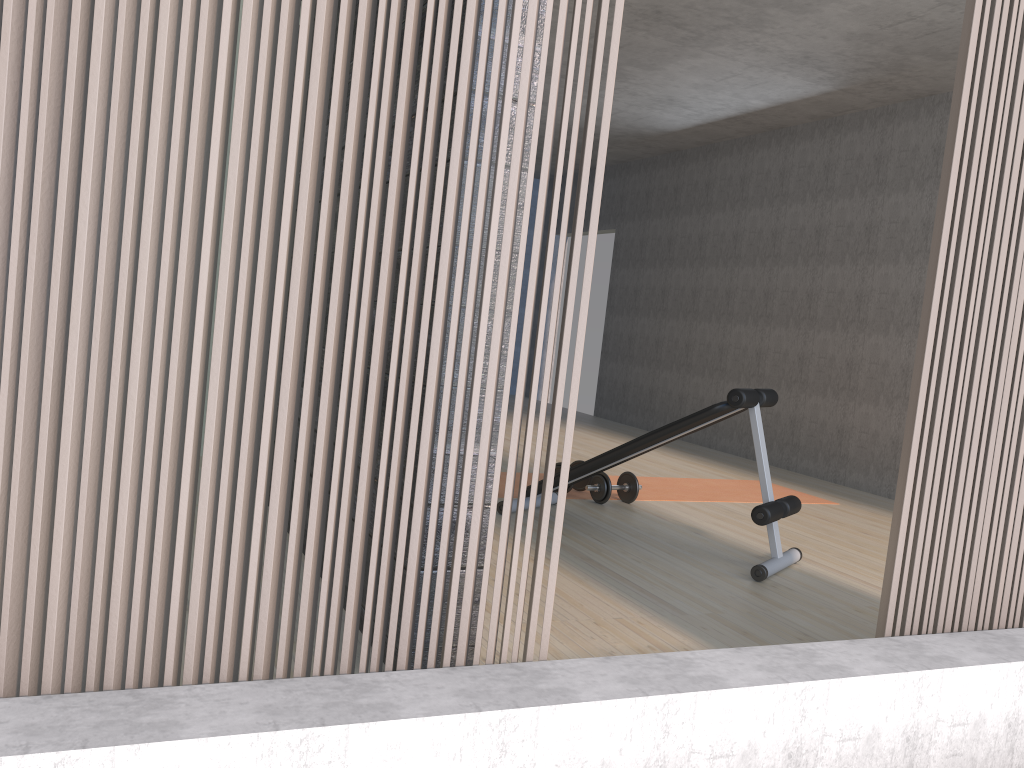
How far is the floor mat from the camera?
5.3m

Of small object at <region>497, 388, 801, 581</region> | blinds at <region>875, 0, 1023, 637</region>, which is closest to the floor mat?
small object at <region>497, 388, 801, 581</region>

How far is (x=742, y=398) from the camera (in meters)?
3.58

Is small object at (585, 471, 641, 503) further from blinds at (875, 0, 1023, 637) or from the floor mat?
blinds at (875, 0, 1023, 637)

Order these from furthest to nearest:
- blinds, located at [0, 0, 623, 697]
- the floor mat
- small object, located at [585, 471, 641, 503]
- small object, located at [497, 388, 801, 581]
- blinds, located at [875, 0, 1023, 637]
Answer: the floor mat
small object, located at [585, 471, 641, 503]
small object, located at [497, 388, 801, 581]
blinds, located at [875, 0, 1023, 637]
blinds, located at [0, 0, 623, 697]

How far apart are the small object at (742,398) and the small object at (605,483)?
0.5m

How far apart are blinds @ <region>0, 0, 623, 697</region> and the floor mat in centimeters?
301cm

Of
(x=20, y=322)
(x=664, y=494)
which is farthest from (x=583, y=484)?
(x=20, y=322)

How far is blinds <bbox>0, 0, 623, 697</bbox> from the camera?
1.3 meters

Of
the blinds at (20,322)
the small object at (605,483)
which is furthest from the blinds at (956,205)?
the small object at (605,483)
